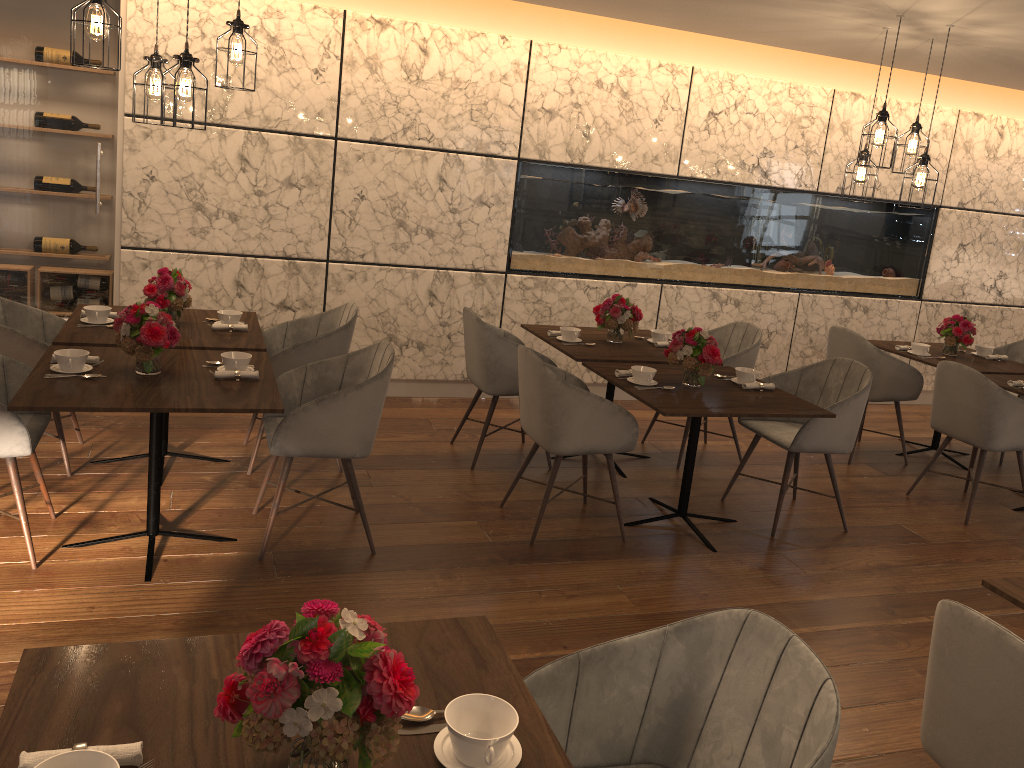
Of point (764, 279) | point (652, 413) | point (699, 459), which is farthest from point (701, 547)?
point (764, 279)

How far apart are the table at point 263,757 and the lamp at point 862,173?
4.03m

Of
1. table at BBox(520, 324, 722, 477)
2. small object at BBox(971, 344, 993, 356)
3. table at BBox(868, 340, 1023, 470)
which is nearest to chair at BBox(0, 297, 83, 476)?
table at BBox(520, 324, 722, 477)

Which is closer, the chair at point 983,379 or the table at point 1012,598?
the table at point 1012,598

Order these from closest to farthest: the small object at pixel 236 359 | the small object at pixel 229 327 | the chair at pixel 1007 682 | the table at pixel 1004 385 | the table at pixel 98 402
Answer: the chair at pixel 1007 682
the table at pixel 98 402
the small object at pixel 236 359
the small object at pixel 229 327
the table at pixel 1004 385

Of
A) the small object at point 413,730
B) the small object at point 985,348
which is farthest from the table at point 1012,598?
the small object at point 985,348

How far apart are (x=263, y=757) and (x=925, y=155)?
4.6m

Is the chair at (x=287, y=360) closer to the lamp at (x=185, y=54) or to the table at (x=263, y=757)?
the lamp at (x=185, y=54)

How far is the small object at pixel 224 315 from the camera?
4.4m

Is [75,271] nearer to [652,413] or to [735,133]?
[652,413]
